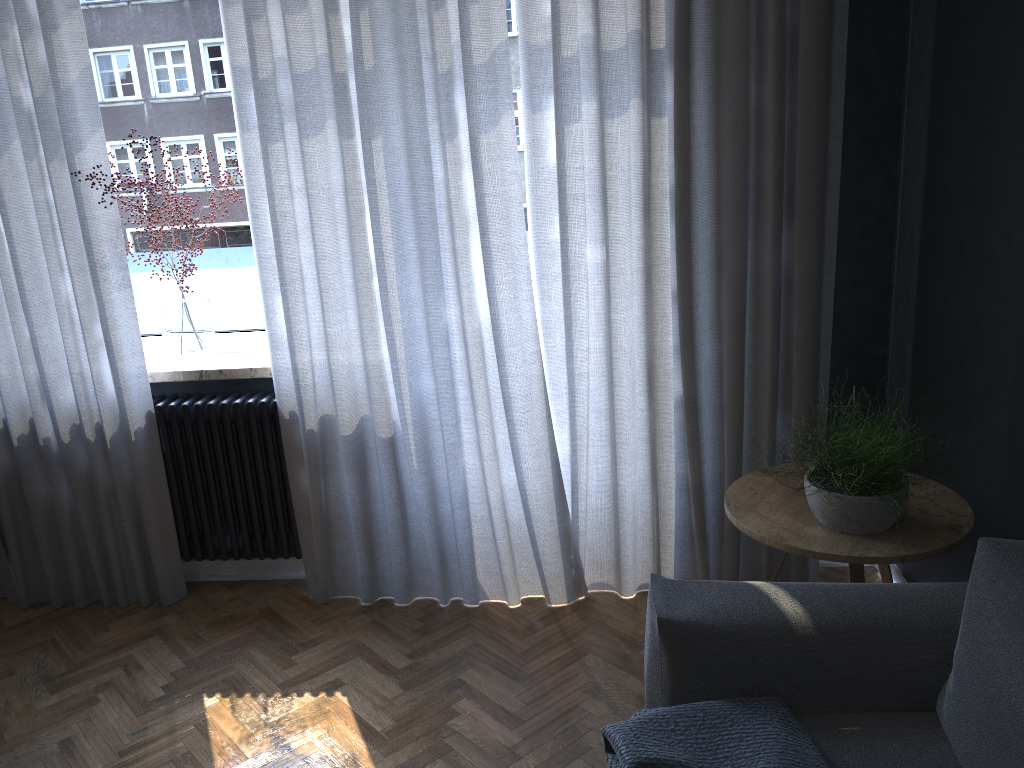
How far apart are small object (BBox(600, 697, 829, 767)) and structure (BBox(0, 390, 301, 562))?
1.7m

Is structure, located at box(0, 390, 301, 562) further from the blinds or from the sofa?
the sofa

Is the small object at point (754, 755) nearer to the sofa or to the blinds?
the sofa

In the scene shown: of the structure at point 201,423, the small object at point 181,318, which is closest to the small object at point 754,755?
the structure at point 201,423

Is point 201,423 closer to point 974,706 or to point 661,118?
point 661,118

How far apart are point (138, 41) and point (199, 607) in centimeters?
200cm

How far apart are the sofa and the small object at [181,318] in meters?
1.9 m

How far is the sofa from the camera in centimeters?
Result: 147cm

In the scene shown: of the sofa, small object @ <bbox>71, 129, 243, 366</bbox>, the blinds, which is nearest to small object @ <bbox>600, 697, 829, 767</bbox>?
the sofa

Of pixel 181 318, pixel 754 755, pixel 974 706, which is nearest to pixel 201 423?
pixel 181 318
